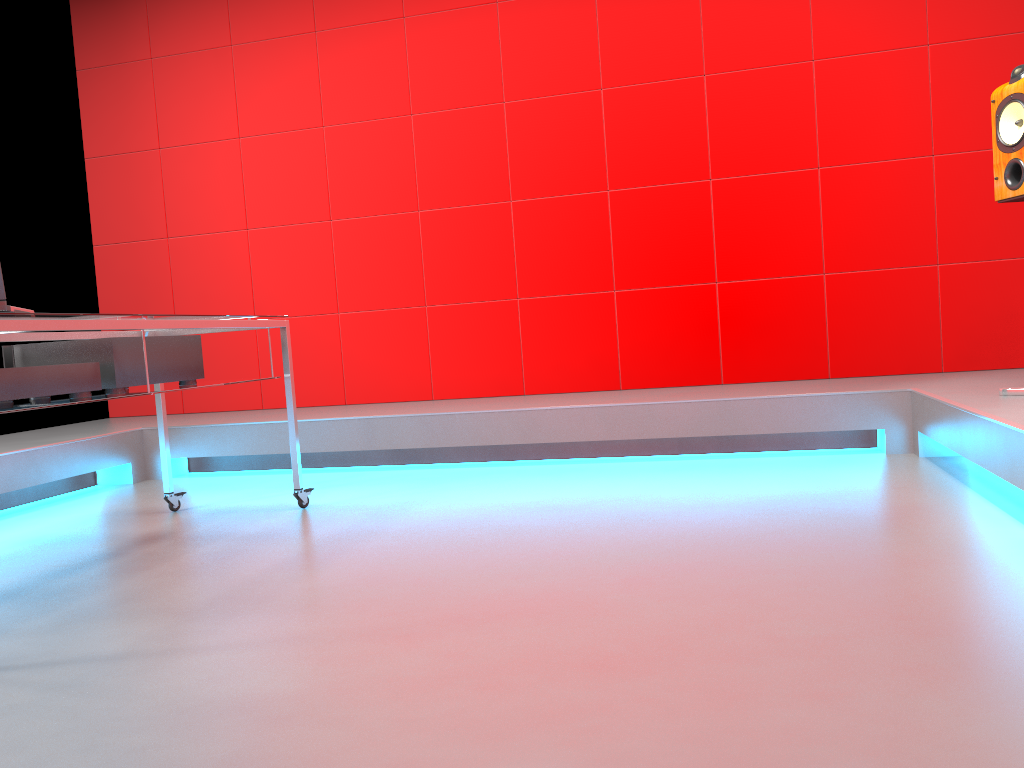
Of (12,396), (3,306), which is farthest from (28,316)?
(12,396)

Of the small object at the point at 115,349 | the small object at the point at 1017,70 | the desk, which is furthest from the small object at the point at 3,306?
the small object at the point at 1017,70

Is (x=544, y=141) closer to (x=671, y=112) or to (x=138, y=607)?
(x=671, y=112)

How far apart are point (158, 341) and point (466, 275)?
2.2m

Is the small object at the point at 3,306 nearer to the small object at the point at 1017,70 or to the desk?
the desk

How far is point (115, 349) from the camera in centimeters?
247cm

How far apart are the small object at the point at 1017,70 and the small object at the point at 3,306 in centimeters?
288cm

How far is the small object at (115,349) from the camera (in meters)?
2.47

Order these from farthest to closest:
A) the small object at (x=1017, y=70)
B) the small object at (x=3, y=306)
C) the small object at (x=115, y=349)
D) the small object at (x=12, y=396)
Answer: the small object at (x=1017, y=70) → the small object at (x=115, y=349) → the small object at (x=12, y=396) → the small object at (x=3, y=306)

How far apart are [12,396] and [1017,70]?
3.0 meters
